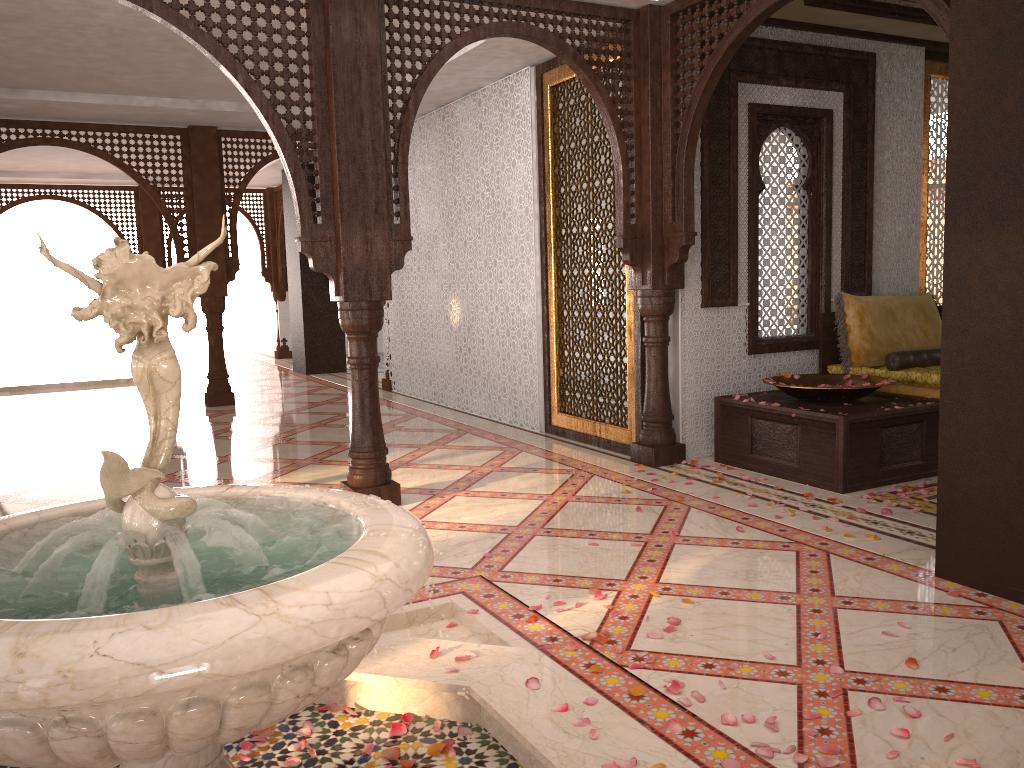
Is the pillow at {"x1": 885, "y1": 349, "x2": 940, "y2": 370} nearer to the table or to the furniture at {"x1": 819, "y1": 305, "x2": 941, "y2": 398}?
the furniture at {"x1": 819, "y1": 305, "x2": 941, "y2": 398}

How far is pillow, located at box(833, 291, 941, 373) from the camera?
5.9m

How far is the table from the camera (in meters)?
4.81

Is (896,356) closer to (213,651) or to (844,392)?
(844,392)

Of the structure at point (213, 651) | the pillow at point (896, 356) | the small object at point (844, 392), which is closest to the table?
the small object at point (844, 392)

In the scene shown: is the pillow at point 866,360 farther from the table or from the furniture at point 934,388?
the table

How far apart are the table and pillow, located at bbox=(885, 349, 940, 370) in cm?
39

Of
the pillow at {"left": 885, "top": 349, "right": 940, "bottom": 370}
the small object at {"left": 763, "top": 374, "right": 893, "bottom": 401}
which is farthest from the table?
the pillow at {"left": 885, "top": 349, "right": 940, "bottom": 370}

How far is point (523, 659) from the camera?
2.67m

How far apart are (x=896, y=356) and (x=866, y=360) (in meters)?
0.19
